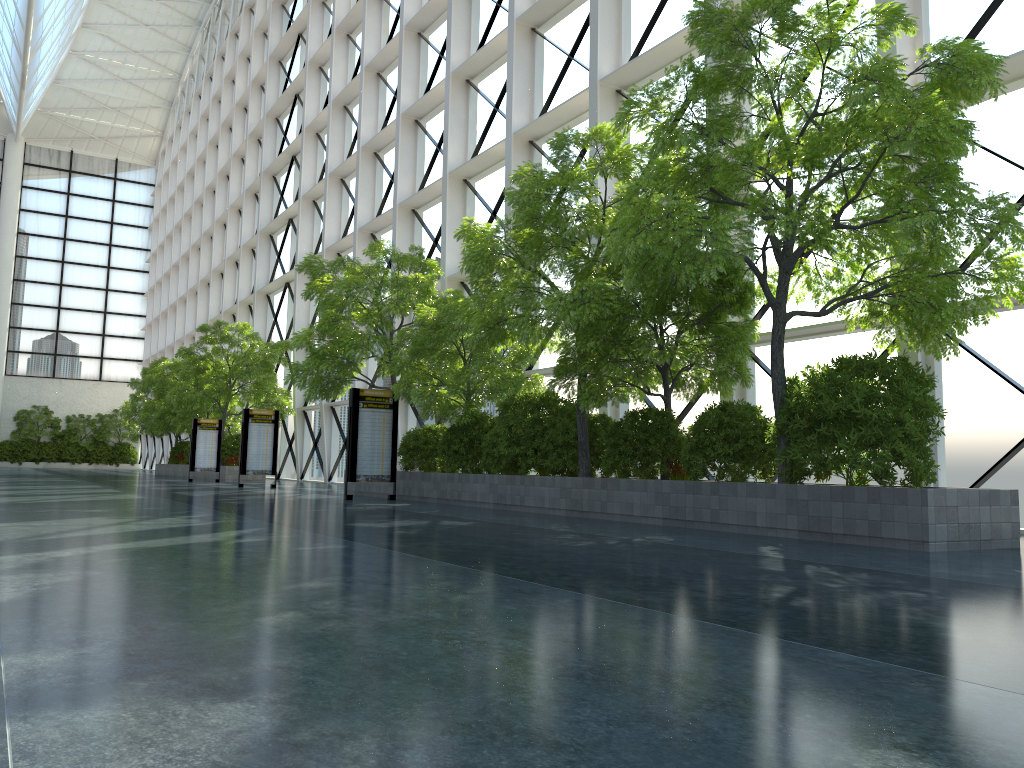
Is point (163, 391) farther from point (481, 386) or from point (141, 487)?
point (481, 386)
